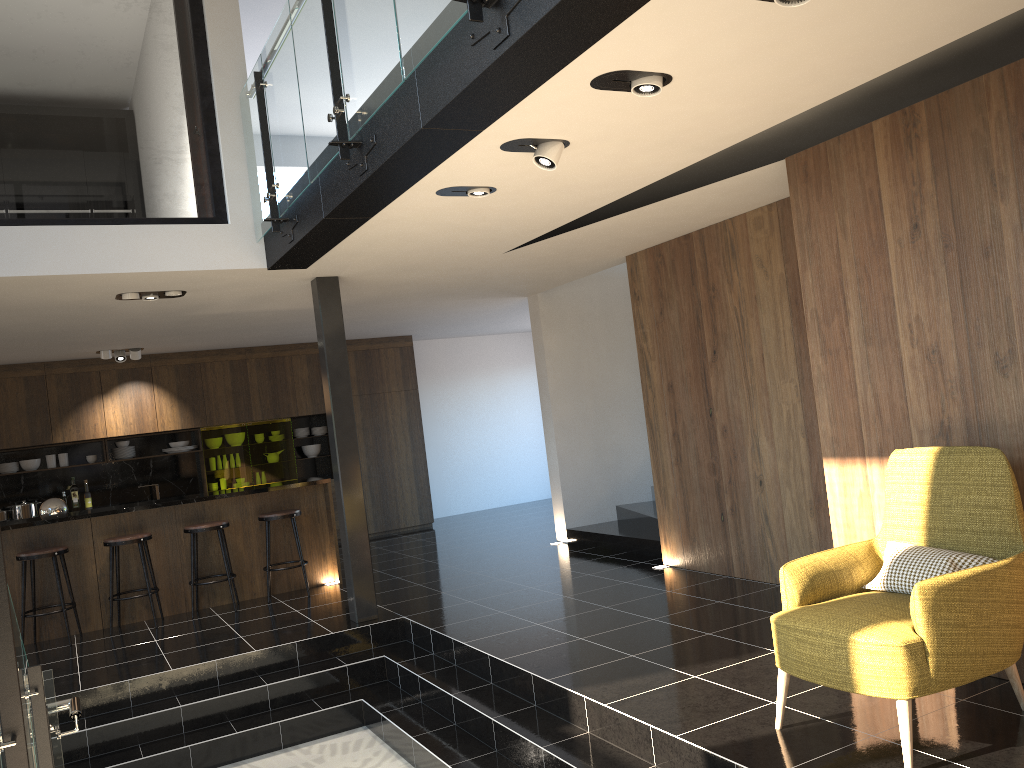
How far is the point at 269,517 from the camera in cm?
813

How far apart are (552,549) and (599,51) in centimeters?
673cm

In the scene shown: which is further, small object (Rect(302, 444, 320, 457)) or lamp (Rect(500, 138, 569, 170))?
small object (Rect(302, 444, 320, 457))

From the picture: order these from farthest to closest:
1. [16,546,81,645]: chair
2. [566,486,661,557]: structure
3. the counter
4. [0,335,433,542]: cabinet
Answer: [0,335,433,542]: cabinet
[566,486,661,557]: structure
the counter
[16,546,81,645]: chair

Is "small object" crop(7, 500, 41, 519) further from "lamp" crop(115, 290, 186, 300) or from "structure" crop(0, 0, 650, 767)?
"structure" crop(0, 0, 650, 767)

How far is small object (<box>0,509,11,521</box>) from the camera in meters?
10.3

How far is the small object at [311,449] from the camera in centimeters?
1214cm

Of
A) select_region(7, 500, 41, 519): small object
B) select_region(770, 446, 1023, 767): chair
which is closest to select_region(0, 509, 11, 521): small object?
select_region(7, 500, 41, 519): small object

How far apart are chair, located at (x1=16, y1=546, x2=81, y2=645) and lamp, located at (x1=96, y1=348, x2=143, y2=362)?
3.2m

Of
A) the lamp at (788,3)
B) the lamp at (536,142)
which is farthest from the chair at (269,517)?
the lamp at (788,3)
